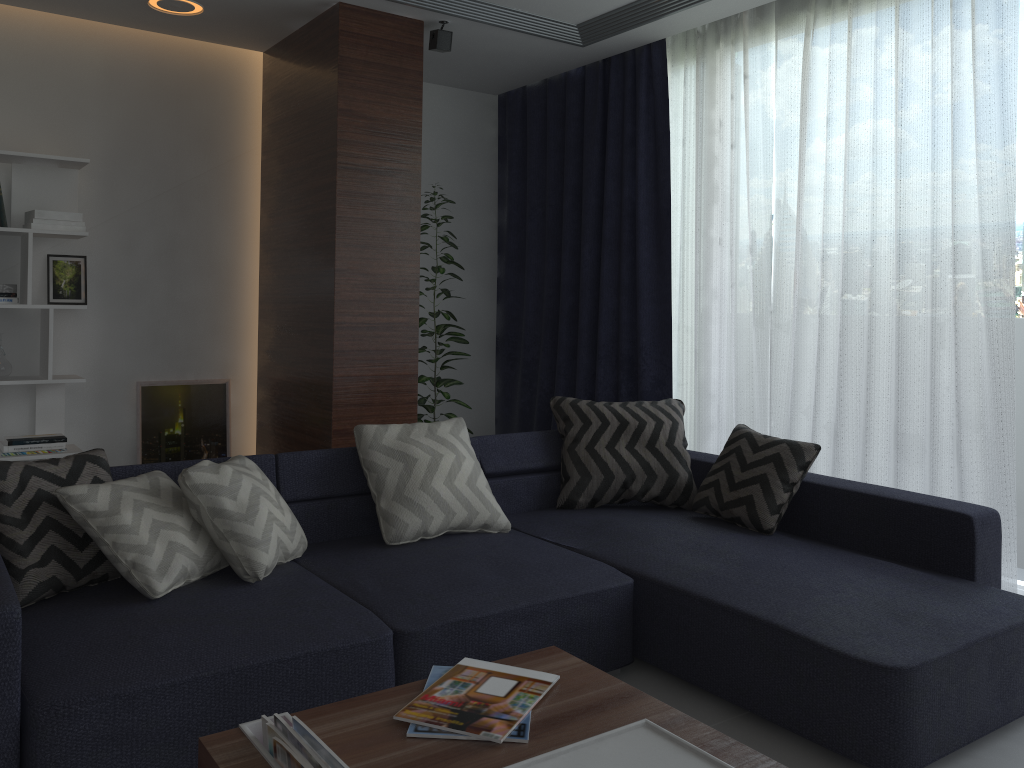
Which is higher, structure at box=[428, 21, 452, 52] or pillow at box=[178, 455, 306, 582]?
structure at box=[428, 21, 452, 52]

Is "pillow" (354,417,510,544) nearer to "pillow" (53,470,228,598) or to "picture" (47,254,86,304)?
"pillow" (53,470,228,598)

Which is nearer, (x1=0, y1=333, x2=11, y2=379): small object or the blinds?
the blinds

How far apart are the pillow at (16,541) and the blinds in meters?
2.8 m

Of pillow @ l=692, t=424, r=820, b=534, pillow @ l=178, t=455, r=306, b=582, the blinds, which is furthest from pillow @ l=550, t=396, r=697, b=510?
pillow @ l=178, t=455, r=306, b=582

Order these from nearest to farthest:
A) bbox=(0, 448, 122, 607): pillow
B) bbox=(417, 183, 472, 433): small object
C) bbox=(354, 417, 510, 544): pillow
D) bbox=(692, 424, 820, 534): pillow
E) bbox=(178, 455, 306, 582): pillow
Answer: bbox=(0, 448, 122, 607): pillow → bbox=(178, 455, 306, 582): pillow → bbox=(354, 417, 510, 544): pillow → bbox=(692, 424, 820, 534): pillow → bbox=(417, 183, 472, 433): small object

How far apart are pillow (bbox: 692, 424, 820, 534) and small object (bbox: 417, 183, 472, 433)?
1.9m

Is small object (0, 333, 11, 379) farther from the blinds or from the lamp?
the blinds

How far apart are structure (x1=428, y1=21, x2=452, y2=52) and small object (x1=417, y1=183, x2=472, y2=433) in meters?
1.0 m

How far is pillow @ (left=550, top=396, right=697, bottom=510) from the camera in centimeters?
357cm
